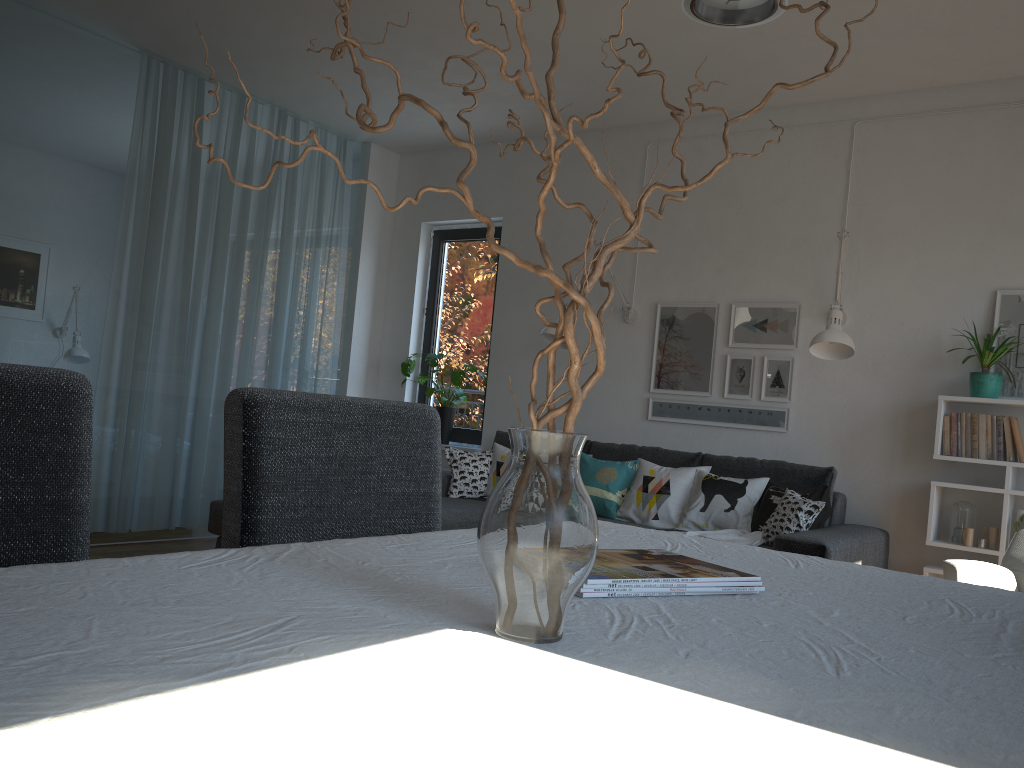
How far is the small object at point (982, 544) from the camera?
4.0m

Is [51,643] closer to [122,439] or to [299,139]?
[122,439]

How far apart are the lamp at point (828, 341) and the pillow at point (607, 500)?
1.1m

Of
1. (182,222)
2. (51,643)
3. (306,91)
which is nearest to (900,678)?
(51,643)

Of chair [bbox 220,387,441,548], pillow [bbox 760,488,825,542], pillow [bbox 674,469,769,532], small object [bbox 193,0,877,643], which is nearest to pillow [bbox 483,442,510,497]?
pillow [bbox 674,469,769,532]

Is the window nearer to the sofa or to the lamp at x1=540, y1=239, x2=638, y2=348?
the sofa

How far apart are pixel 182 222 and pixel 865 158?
3.85m

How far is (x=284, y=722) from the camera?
0.5m

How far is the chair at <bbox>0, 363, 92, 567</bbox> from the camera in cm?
112

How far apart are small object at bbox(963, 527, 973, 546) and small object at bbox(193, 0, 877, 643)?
3.74m
